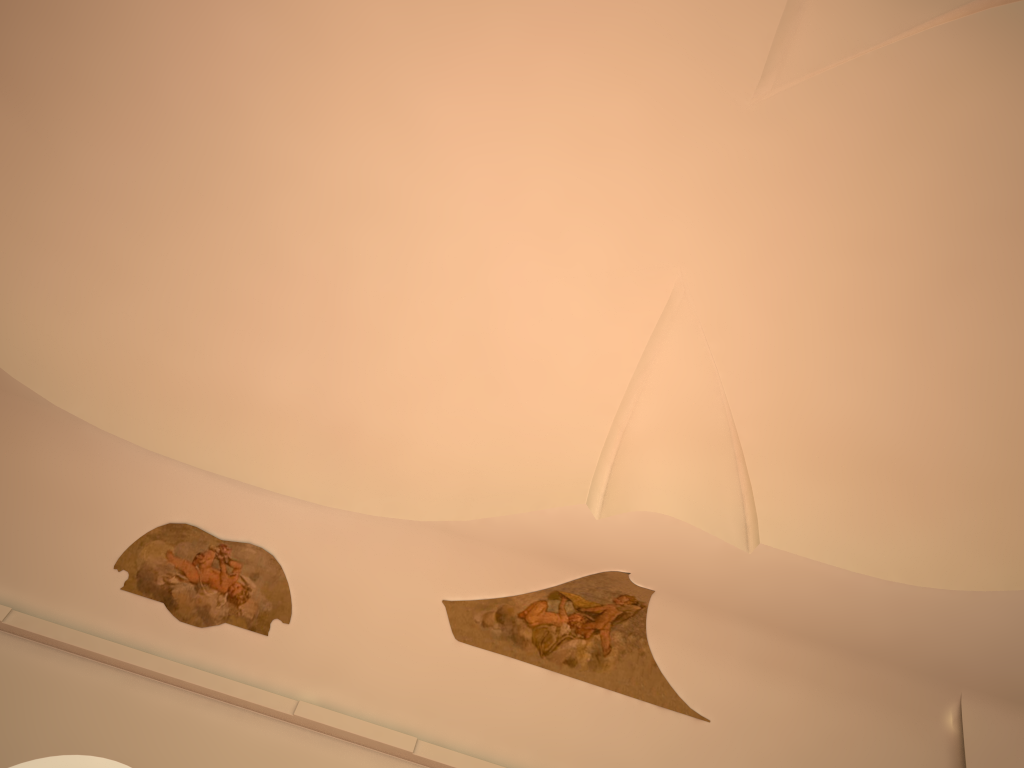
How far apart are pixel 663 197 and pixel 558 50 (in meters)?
1.48

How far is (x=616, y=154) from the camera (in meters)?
7.31

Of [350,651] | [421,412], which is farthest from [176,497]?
[421,412]
